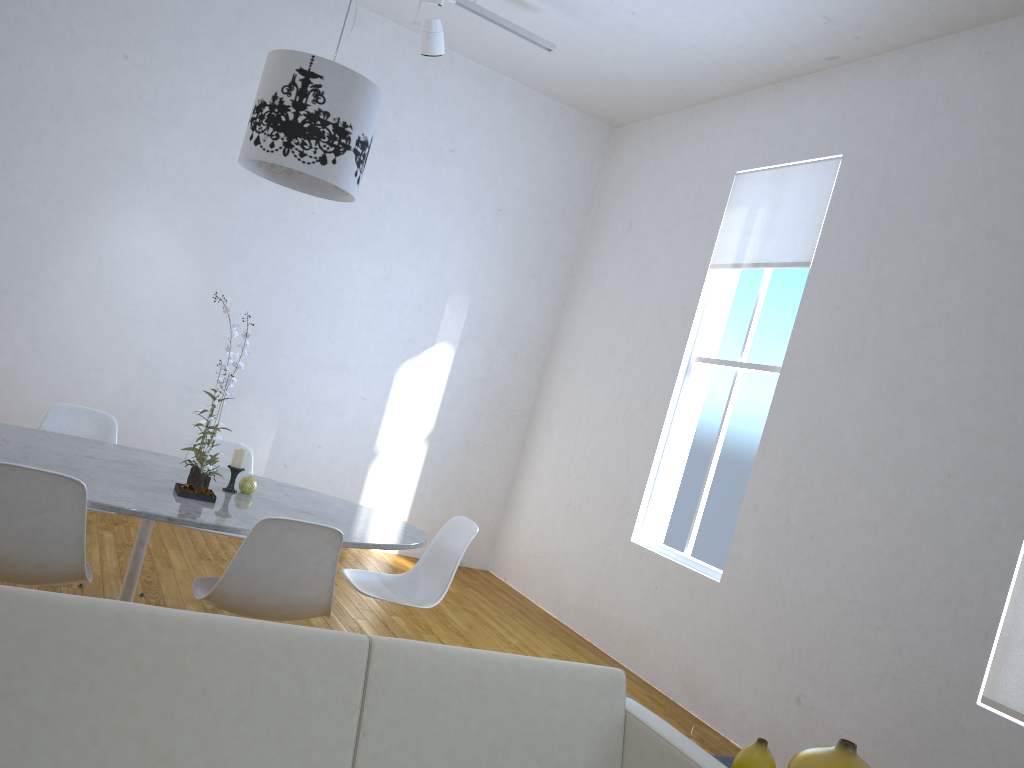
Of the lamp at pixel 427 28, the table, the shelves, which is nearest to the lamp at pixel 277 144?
the table

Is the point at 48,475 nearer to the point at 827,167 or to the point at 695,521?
the point at 695,521

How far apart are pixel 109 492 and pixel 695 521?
3.0m

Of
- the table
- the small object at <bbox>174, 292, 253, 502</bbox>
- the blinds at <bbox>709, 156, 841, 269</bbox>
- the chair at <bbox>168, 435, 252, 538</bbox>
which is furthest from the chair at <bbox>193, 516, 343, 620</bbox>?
the blinds at <bbox>709, 156, 841, 269</bbox>

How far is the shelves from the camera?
2.21m

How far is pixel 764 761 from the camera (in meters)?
1.90

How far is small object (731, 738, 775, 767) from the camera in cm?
190

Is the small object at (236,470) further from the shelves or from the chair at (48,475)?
the shelves

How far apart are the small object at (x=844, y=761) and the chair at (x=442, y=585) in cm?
154

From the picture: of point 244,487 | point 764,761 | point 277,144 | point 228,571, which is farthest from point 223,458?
point 764,761
